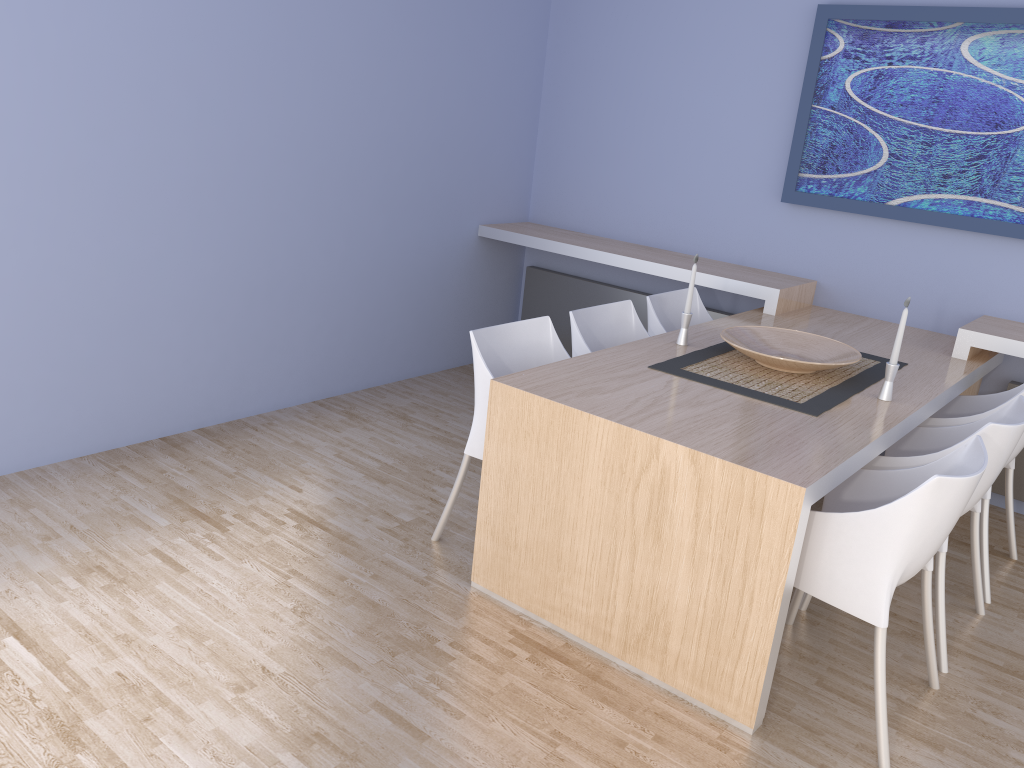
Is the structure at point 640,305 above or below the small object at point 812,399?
below

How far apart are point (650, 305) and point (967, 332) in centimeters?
127cm

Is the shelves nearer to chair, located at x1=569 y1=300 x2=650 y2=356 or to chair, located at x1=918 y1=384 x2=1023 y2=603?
chair, located at x1=918 y1=384 x2=1023 y2=603

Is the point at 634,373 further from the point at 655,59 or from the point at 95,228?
the point at 655,59

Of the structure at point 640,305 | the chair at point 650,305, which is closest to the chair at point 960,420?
the structure at point 640,305

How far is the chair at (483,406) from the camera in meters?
3.0 m

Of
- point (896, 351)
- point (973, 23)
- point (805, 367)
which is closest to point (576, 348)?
point (805, 367)

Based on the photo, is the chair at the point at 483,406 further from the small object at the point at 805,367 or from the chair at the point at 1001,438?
the chair at the point at 1001,438

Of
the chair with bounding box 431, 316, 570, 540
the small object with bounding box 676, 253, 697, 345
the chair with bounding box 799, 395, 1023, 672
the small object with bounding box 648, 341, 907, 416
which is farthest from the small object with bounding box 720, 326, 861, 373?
the chair with bounding box 431, 316, 570, 540

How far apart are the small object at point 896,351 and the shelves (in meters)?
0.91
